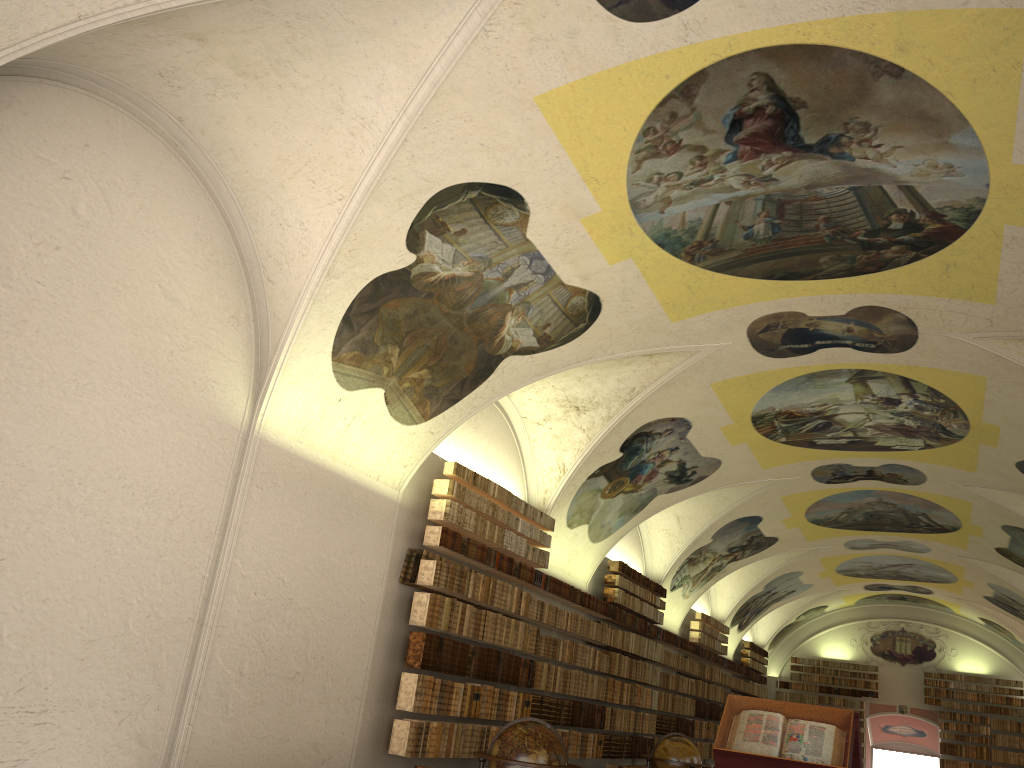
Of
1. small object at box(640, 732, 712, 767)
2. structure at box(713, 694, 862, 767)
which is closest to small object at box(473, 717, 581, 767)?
structure at box(713, 694, 862, 767)

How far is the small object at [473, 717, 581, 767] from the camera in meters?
9.7 m

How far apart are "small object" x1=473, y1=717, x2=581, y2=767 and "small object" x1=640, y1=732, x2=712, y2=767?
5.8m

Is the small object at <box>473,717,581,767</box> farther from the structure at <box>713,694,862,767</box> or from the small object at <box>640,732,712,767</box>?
the small object at <box>640,732,712,767</box>

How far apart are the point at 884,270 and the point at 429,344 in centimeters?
597cm

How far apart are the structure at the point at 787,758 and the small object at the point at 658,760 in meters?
6.3 m

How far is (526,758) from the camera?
9.74m

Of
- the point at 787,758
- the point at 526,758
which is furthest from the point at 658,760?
the point at 787,758

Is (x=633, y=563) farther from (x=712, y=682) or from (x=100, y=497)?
(x=100, y=497)

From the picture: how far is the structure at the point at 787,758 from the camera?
8.4m
